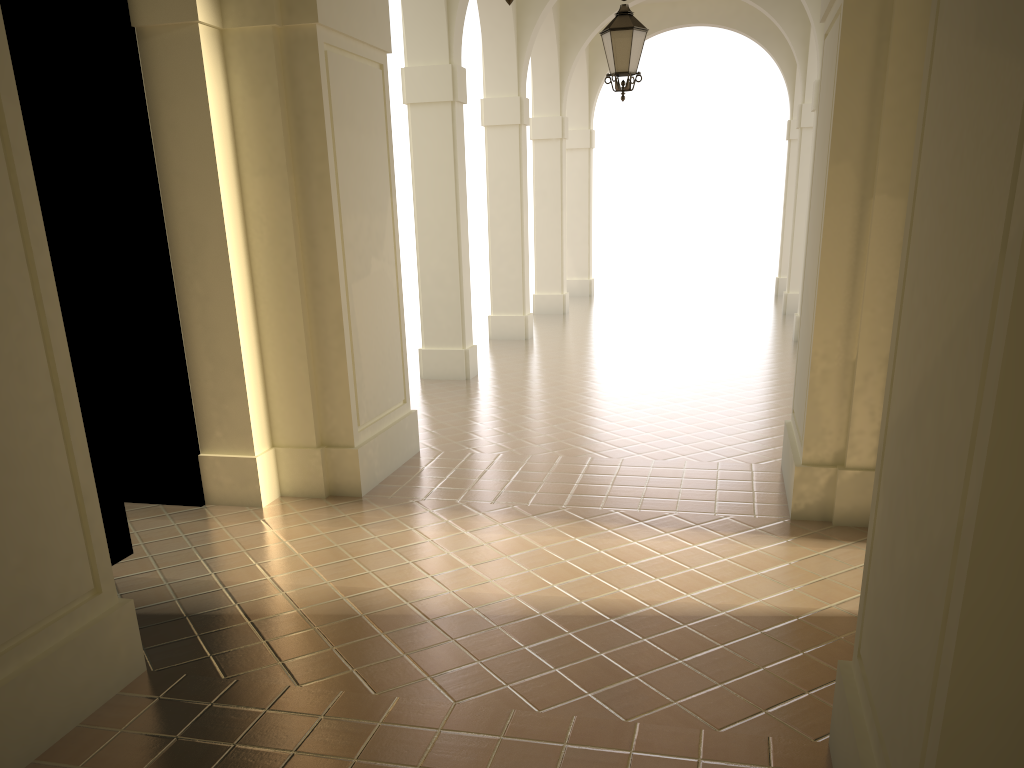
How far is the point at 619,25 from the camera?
9.4m

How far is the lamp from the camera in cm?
935

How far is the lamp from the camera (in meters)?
9.35
